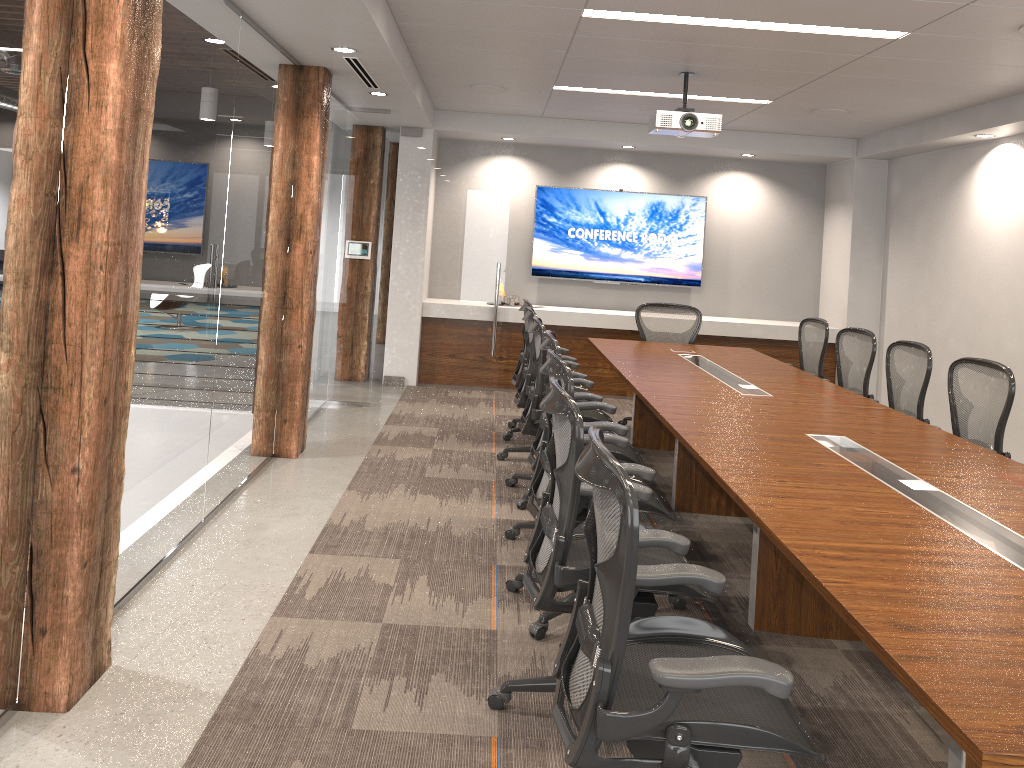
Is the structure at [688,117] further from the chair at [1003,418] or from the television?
the television

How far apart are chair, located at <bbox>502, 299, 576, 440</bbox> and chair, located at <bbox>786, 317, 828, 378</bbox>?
2.3 meters

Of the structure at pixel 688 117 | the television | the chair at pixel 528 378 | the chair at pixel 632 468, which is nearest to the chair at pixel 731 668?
the chair at pixel 632 468

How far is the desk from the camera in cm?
186

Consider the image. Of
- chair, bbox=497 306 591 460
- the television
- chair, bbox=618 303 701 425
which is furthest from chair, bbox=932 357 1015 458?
the television

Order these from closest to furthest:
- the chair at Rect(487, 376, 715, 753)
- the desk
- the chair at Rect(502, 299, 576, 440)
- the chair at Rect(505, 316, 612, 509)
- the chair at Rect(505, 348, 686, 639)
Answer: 1. the desk
2. the chair at Rect(487, 376, 715, 753)
3. the chair at Rect(505, 348, 686, 639)
4. the chair at Rect(505, 316, 612, 509)
5. the chair at Rect(502, 299, 576, 440)

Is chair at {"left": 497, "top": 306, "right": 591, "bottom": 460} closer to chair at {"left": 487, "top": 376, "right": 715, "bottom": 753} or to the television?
chair at {"left": 487, "top": 376, "right": 715, "bottom": 753}

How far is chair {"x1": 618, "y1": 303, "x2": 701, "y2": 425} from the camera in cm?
768

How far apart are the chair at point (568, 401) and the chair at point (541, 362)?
1.9 meters

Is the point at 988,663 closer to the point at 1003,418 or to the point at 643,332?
the point at 1003,418
